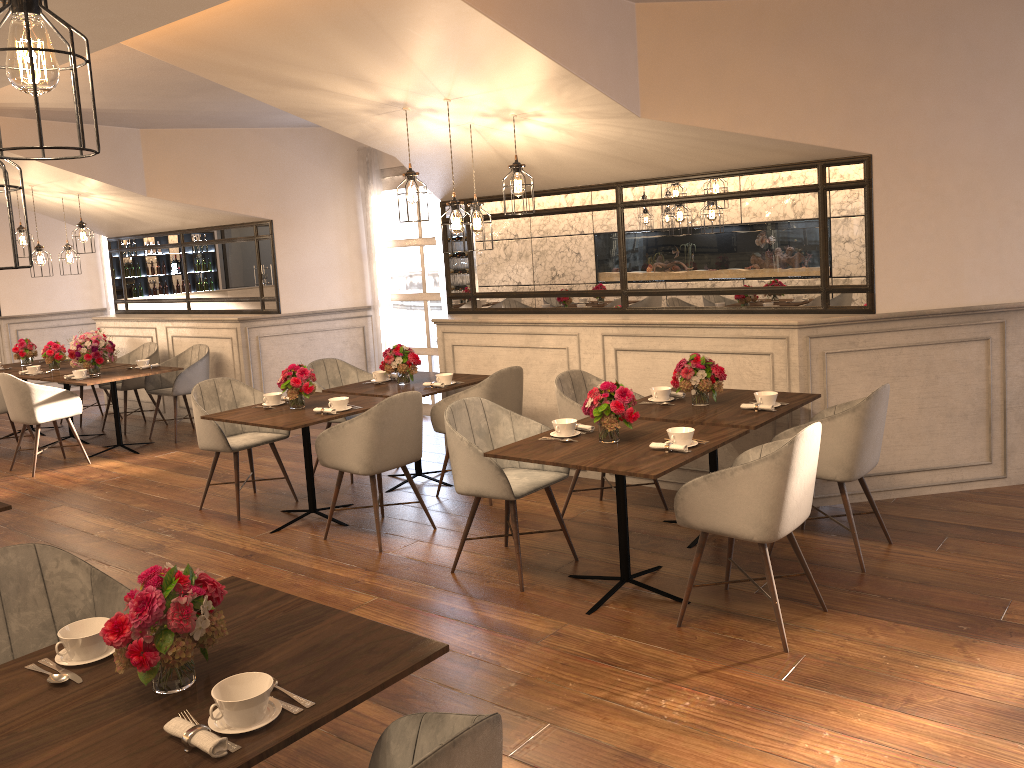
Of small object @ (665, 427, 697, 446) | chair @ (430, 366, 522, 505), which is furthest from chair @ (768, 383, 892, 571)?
chair @ (430, 366, 522, 505)

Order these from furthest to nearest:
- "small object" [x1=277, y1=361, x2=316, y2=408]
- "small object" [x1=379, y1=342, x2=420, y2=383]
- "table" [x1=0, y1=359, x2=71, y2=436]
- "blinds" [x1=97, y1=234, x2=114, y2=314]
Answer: "blinds" [x1=97, y1=234, x2=114, y2=314], "table" [x1=0, y1=359, x2=71, y2=436], "small object" [x1=379, y1=342, x2=420, y2=383], "small object" [x1=277, y1=361, x2=316, y2=408]

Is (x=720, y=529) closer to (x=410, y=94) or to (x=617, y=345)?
(x=617, y=345)

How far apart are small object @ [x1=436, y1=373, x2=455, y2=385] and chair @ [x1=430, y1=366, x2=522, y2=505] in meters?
0.3

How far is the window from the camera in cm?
855

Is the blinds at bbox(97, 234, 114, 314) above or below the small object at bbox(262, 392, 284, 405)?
above

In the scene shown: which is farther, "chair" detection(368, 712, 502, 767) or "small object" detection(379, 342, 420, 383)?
"small object" detection(379, 342, 420, 383)

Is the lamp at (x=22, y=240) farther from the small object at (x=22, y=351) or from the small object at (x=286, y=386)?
the small object at (x=286, y=386)

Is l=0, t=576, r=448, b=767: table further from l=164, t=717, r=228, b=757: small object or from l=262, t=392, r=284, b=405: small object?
l=262, t=392, r=284, b=405: small object

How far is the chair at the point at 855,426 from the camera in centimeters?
419cm
